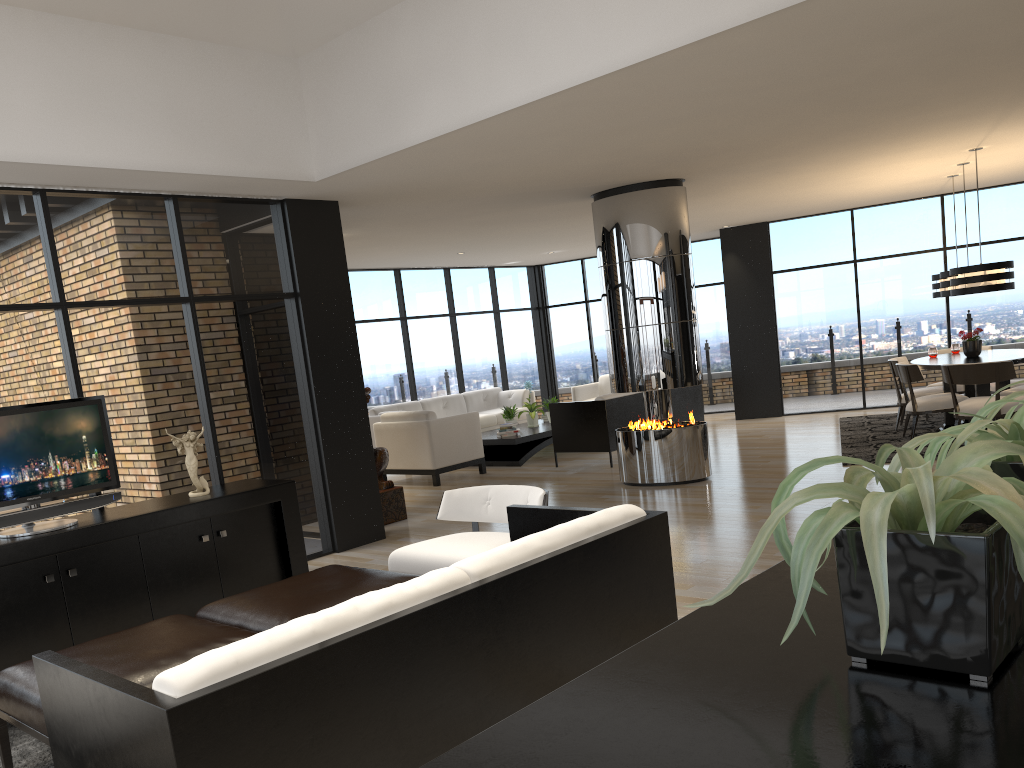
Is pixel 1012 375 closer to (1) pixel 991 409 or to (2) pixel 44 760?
(1) pixel 991 409

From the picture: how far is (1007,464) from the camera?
1.2m

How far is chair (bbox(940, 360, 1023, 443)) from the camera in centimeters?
786cm

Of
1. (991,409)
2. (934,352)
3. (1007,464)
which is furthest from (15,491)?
(934,352)

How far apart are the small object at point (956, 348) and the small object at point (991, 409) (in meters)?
9.49

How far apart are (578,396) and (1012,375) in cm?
642

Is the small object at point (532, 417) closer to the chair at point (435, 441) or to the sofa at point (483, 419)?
the sofa at point (483, 419)

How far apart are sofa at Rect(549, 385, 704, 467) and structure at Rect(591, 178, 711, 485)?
1.08m

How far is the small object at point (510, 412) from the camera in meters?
11.4 m

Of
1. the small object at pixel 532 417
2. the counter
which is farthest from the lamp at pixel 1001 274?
the counter
